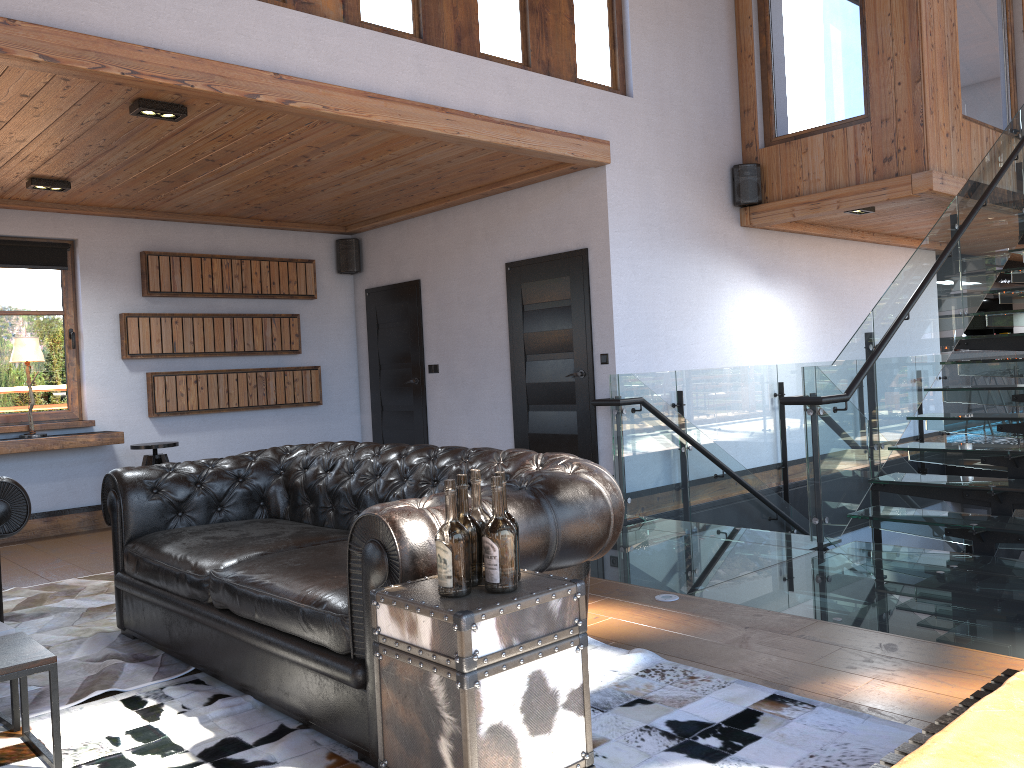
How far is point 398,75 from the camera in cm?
533

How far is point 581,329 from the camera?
6.8m

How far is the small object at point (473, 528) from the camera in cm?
228

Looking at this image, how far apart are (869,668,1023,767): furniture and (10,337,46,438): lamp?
6.88m

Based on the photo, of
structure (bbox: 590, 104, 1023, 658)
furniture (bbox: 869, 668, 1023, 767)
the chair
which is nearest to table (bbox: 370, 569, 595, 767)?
furniture (bbox: 869, 668, 1023, 767)

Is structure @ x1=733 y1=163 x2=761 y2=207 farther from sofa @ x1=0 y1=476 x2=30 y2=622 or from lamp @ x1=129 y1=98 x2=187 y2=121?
sofa @ x1=0 y1=476 x2=30 y2=622

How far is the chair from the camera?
7.1m

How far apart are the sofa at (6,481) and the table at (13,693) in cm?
121

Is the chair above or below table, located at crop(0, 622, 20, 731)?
above

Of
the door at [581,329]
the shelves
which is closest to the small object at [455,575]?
the door at [581,329]
